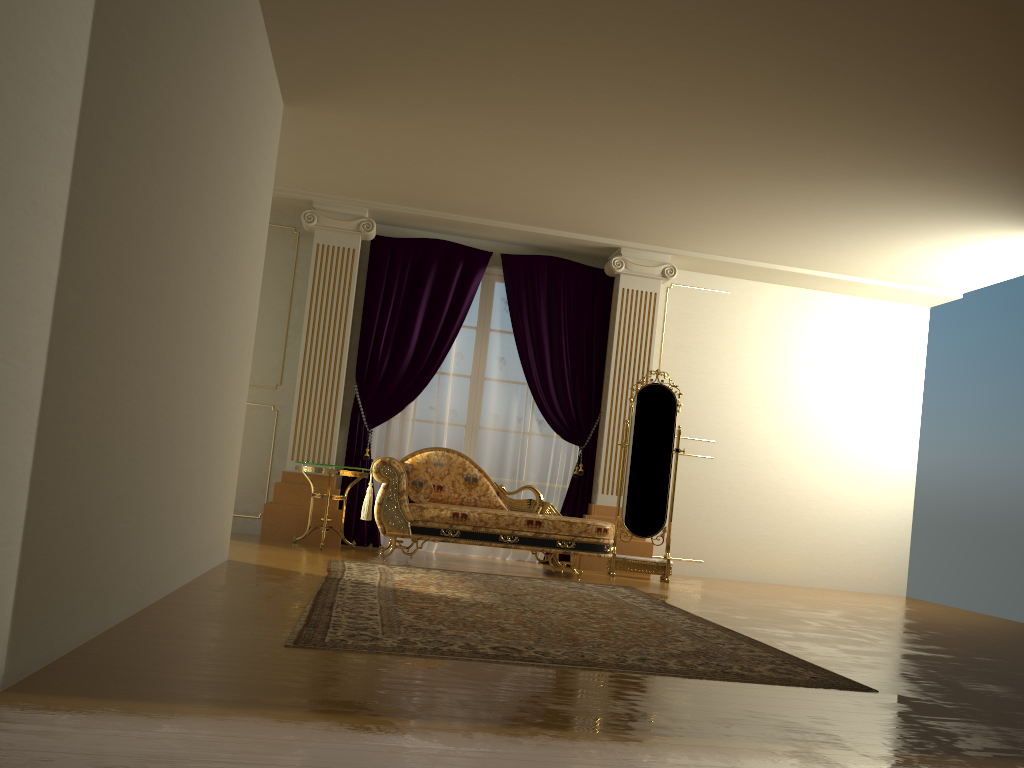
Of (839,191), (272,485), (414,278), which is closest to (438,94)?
(414,278)

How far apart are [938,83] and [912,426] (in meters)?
4.66

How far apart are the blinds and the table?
0.4m

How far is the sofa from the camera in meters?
6.1

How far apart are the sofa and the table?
0.3m

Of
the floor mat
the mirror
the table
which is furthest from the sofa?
the mirror

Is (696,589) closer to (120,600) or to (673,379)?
(673,379)

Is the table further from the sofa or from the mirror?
the mirror

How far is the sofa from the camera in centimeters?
615cm

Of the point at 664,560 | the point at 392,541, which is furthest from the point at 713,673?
the point at 664,560
